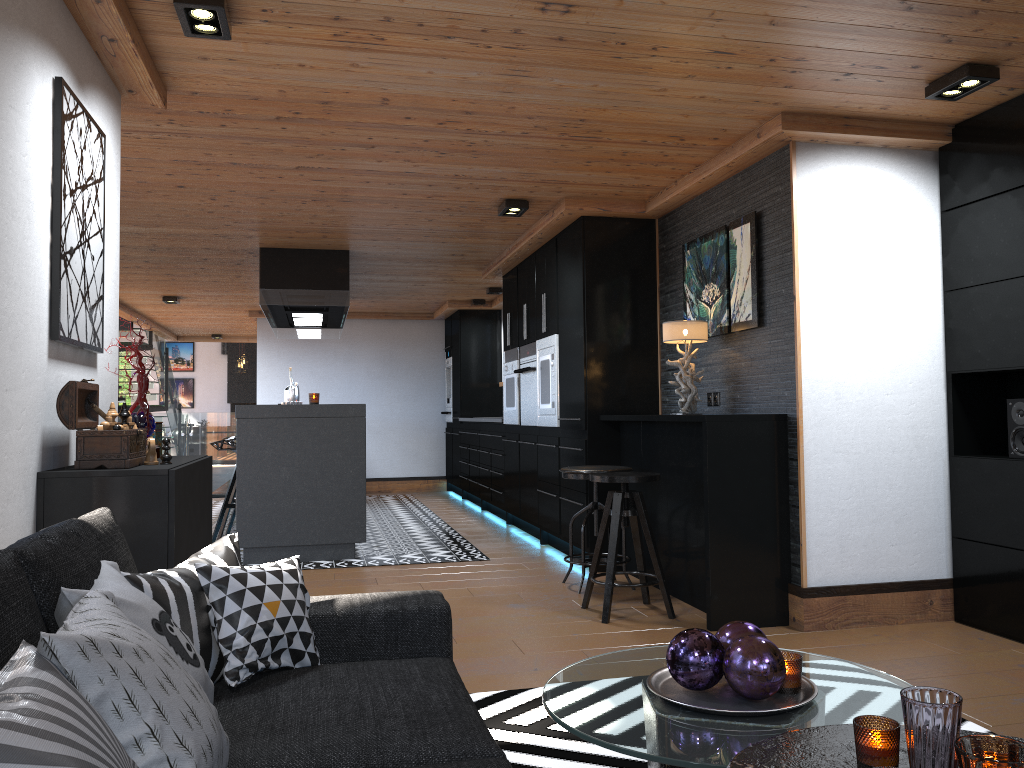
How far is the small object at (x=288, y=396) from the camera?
9.7 meters

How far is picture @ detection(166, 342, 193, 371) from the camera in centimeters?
2421cm

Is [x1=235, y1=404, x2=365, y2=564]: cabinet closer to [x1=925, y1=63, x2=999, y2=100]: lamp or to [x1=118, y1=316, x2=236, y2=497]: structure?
[x1=925, y1=63, x2=999, y2=100]: lamp

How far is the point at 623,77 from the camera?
3.6m

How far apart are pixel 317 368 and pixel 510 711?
9.1 meters

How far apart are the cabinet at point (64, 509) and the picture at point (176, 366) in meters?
22.3 m

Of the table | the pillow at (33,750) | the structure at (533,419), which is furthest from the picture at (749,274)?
the pillow at (33,750)

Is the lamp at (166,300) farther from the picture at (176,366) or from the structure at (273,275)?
the picture at (176,366)

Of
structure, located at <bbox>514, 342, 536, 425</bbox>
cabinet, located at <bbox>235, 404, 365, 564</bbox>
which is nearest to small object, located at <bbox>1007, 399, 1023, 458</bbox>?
structure, located at <bbox>514, 342, 536, 425</bbox>

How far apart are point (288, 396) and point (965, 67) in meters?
7.7 m
